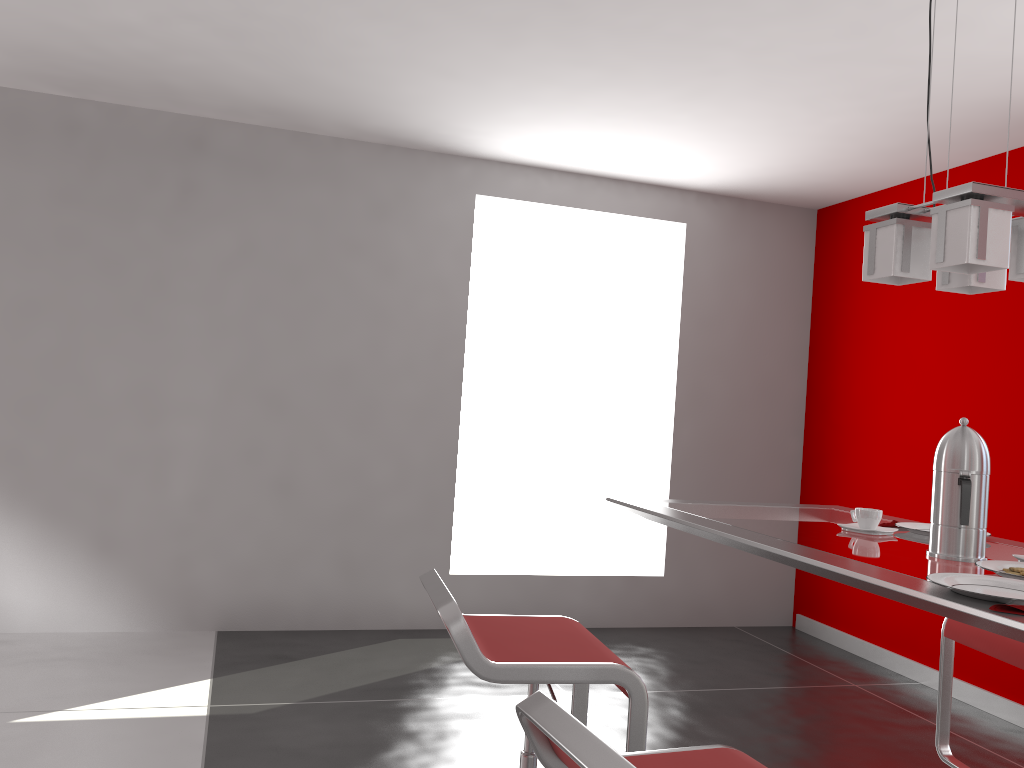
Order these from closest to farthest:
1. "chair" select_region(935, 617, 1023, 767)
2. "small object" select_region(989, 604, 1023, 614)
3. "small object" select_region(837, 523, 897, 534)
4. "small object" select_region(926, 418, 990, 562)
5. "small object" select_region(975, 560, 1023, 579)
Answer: "small object" select_region(989, 604, 1023, 614) < "small object" select_region(975, 560, 1023, 579) < "small object" select_region(926, 418, 990, 562) < "small object" select_region(837, 523, 897, 534) < "chair" select_region(935, 617, 1023, 767)

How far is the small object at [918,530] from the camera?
2.14m

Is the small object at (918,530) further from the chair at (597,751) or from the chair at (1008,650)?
the chair at (597,751)

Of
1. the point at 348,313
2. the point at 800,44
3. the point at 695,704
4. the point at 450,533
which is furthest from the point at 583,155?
the point at 695,704

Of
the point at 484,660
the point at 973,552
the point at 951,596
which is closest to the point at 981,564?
the point at 973,552

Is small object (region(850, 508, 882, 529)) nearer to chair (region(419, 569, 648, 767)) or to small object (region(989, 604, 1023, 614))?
chair (region(419, 569, 648, 767))

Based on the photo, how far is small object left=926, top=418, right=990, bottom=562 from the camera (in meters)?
1.76

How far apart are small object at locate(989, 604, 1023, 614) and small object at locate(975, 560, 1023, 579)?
0.3m

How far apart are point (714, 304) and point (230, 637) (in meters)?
3.29

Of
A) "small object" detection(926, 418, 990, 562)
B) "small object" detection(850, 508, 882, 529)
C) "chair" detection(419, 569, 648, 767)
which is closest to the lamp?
"small object" detection(926, 418, 990, 562)
